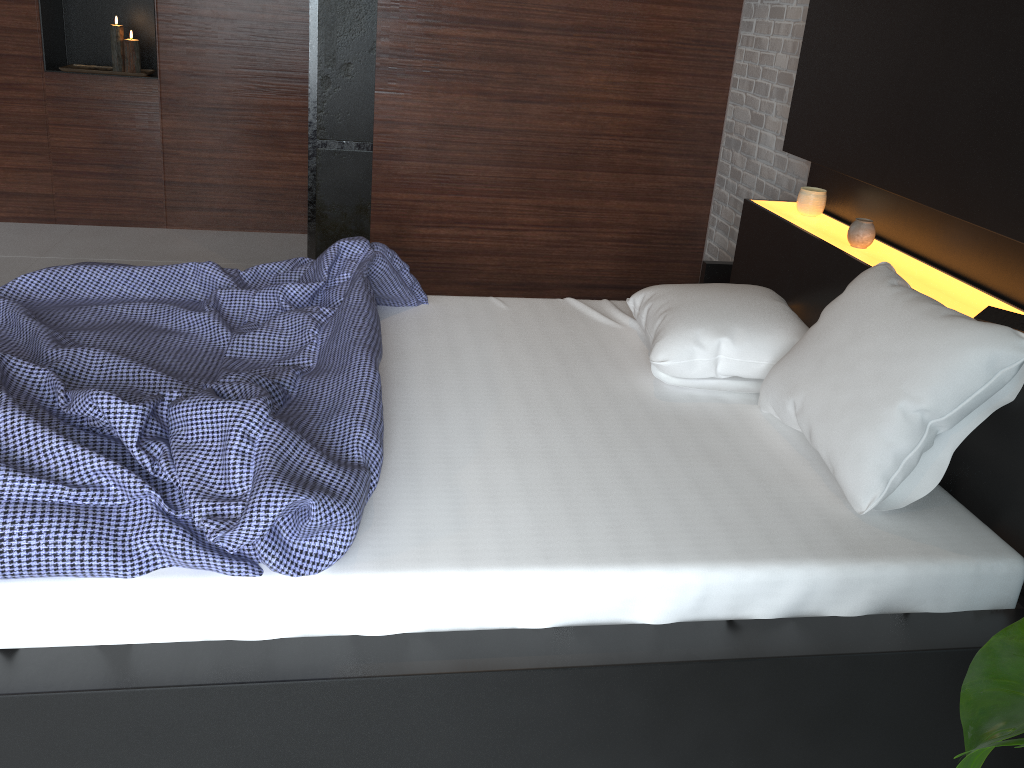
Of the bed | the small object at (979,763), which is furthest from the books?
the small object at (979,763)

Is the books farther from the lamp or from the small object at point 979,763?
the lamp

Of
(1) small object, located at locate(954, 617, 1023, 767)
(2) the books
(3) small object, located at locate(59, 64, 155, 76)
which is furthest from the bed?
(3) small object, located at locate(59, 64, 155, 76)

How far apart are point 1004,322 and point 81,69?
4.3 meters

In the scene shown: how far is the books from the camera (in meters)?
1.86

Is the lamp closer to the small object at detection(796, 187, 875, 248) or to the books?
the small object at detection(796, 187, 875, 248)

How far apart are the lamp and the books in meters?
4.1 m

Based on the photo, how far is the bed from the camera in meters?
1.4 m

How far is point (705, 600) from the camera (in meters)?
1.57

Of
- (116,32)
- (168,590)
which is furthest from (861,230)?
(116,32)
